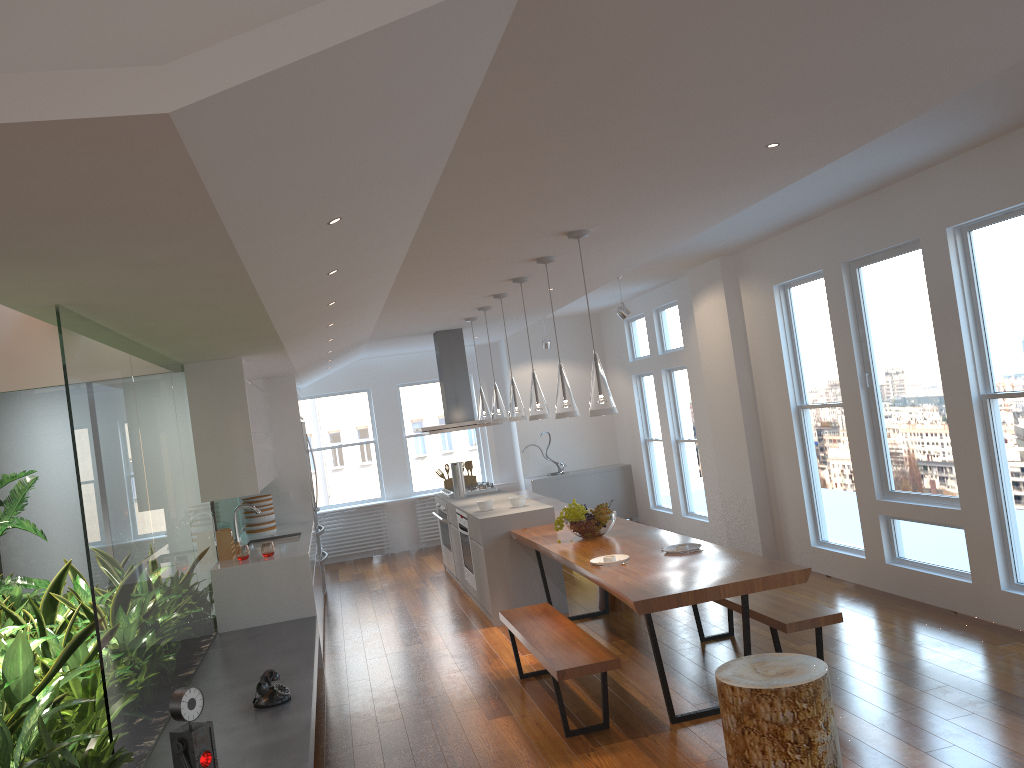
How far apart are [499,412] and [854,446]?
2.8 meters

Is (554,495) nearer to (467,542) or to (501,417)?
(467,542)

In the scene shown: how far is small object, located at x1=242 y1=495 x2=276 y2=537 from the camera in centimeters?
789cm

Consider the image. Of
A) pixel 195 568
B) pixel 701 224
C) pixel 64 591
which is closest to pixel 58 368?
pixel 64 591

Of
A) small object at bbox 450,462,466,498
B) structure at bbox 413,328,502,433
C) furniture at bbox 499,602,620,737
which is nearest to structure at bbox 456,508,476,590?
small object at bbox 450,462,466,498

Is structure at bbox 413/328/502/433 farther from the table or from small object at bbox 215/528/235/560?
small object at bbox 215/528/235/560

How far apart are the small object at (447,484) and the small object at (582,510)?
3.7 meters

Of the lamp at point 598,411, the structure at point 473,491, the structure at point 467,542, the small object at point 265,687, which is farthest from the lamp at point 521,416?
the small object at point 265,687

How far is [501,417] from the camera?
7.49m

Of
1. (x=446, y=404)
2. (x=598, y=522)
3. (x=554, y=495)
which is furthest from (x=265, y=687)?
(x=554, y=495)
